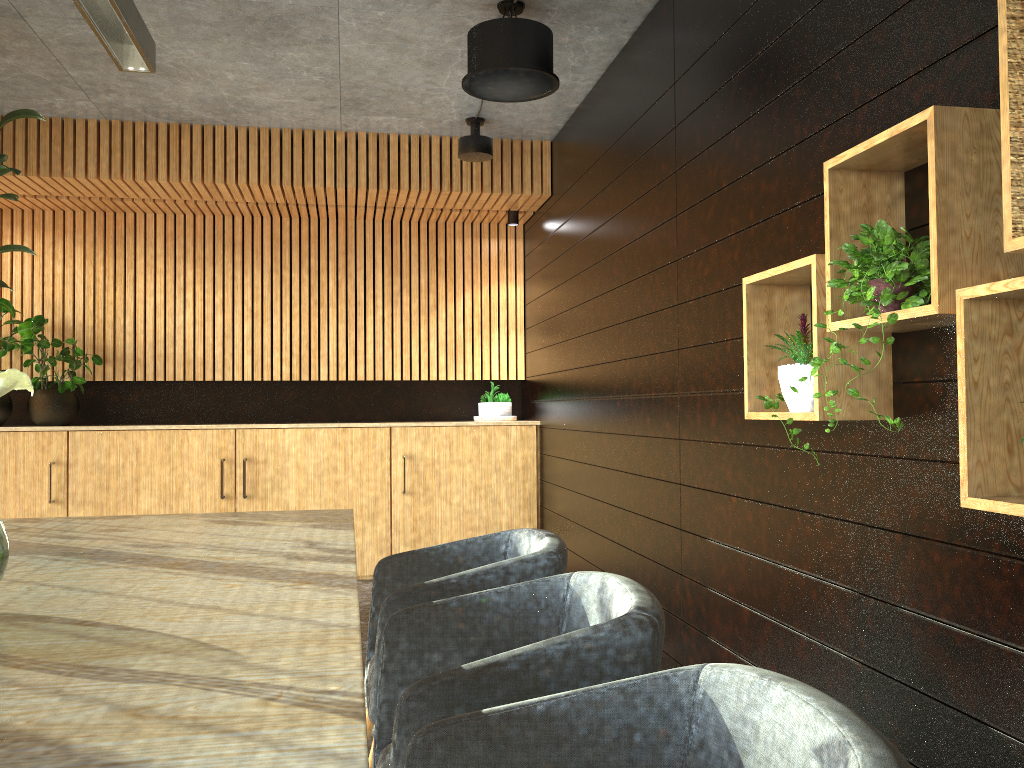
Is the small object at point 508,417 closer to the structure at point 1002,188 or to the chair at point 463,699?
the structure at point 1002,188

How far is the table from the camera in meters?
1.2 m

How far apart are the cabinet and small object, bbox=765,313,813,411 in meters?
4.7

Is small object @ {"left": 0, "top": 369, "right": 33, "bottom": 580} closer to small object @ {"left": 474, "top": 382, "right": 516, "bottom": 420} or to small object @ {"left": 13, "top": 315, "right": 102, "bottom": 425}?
small object @ {"left": 13, "top": 315, "right": 102, "bottom": 425}

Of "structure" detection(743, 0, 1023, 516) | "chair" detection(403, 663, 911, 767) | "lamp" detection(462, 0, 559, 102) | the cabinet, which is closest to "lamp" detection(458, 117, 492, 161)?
"lamp" detection(462, 0, 559, 102)

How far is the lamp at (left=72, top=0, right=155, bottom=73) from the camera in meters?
3.3 m

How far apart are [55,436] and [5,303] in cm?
113

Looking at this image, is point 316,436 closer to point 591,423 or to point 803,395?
point 591,423

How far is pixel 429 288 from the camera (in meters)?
7.95

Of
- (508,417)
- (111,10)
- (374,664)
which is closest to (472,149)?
(508,417)
